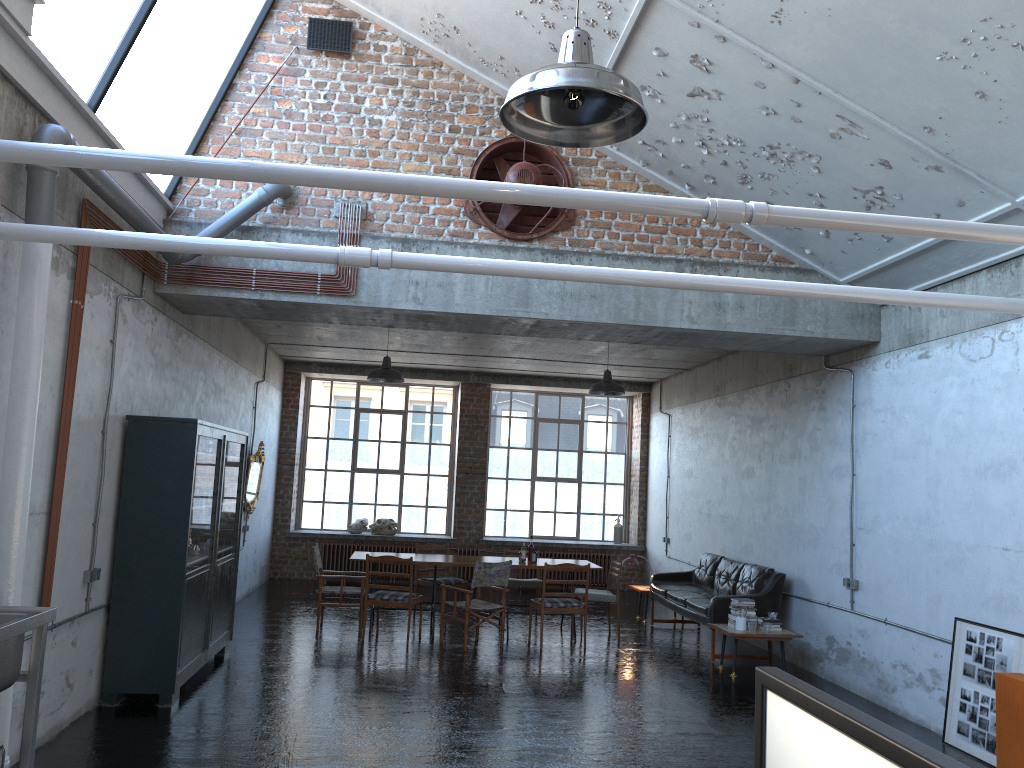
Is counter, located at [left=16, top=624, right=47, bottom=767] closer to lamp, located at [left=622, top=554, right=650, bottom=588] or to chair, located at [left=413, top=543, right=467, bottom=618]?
chair, located at [left=413, top=543, right=467, bottom=618]

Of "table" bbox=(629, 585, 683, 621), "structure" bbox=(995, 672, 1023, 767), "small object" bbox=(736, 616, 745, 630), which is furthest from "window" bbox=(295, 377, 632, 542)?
"structure" bbox=(995, 672, 1023, 767)

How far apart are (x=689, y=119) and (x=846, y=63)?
1.7 meters

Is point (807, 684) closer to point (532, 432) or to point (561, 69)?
point (561, 69)

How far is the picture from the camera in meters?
6.5 m

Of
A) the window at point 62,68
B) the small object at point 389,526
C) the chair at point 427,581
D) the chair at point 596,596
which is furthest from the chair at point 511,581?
the window at point 62,68

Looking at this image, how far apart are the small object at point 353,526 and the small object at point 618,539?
4.7m

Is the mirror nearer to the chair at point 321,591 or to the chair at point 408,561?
the chair at point 321,591

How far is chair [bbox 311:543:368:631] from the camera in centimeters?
1079cm

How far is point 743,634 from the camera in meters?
9.2 m
